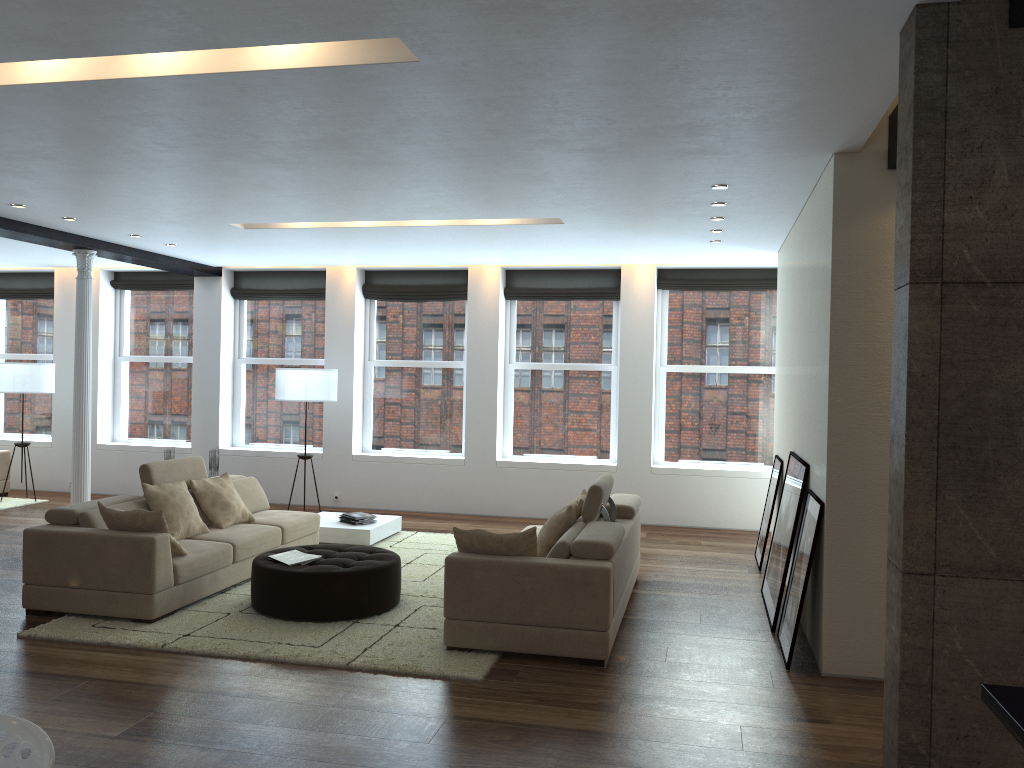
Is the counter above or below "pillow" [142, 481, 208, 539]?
above

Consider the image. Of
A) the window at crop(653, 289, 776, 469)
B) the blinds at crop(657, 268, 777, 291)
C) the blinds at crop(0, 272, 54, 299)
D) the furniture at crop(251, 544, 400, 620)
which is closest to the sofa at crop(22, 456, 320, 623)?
the furniture at crop(251, 544, 400, 620)

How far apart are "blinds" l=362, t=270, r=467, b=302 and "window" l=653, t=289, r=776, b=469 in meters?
2.4 m

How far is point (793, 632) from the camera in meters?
5.2 m

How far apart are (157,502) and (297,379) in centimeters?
333cm

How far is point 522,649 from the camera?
5.2m

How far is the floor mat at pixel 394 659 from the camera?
5.2 meters

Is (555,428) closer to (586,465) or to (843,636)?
(586,465)

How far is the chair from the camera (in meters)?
2.04

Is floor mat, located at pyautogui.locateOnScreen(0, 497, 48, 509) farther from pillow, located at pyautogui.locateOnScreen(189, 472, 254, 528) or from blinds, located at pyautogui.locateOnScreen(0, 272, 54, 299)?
pillow, located at pyautogui.locateOnScreen(189, 472, 254, 528)
